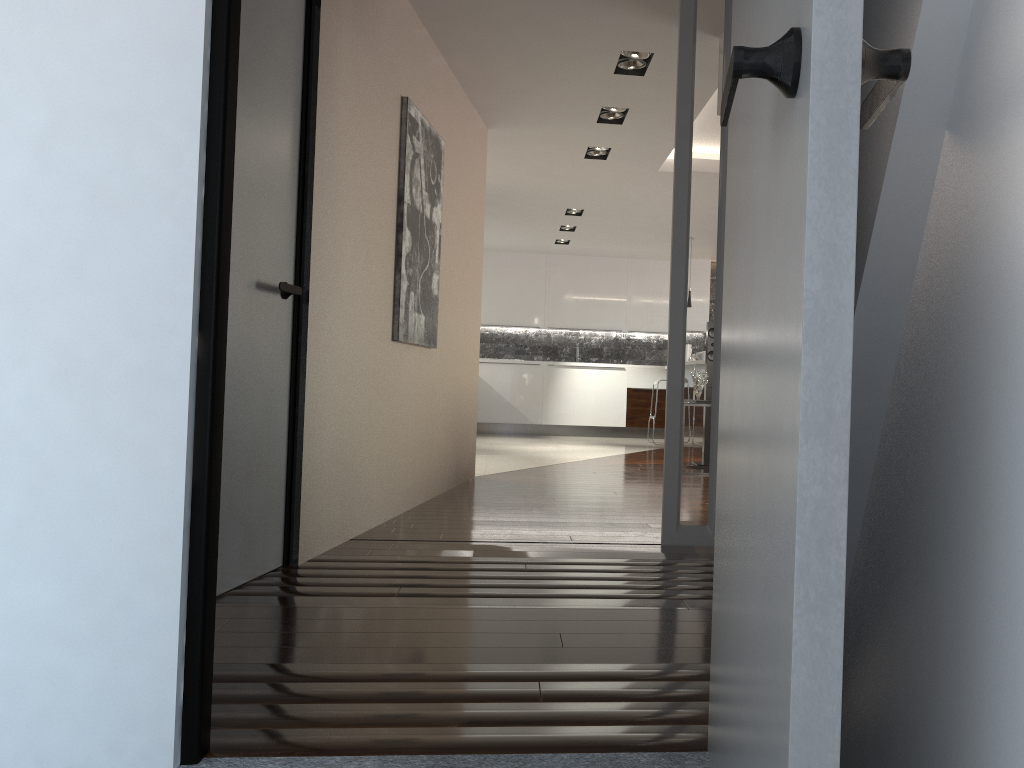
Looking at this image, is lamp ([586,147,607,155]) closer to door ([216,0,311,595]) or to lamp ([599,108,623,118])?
lamp ([599,108,623,118])

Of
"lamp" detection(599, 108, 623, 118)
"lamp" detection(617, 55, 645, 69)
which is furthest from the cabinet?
"lamp" detection(617, 55, 645, 69)

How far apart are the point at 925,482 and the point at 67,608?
1.37m

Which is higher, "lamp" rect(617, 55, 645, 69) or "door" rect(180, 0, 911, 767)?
"lamp" rect(617, 55, 645, 69)

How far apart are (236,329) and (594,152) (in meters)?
4.64

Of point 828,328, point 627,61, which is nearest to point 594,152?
point 627,61

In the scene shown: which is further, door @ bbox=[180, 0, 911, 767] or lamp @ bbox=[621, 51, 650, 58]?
lamp @ bbox=[621, 51, 650, 58]

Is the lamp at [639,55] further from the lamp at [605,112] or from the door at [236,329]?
the door at [236,329]

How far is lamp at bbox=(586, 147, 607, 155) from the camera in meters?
6.9 m

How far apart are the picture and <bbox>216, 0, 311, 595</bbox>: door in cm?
107
